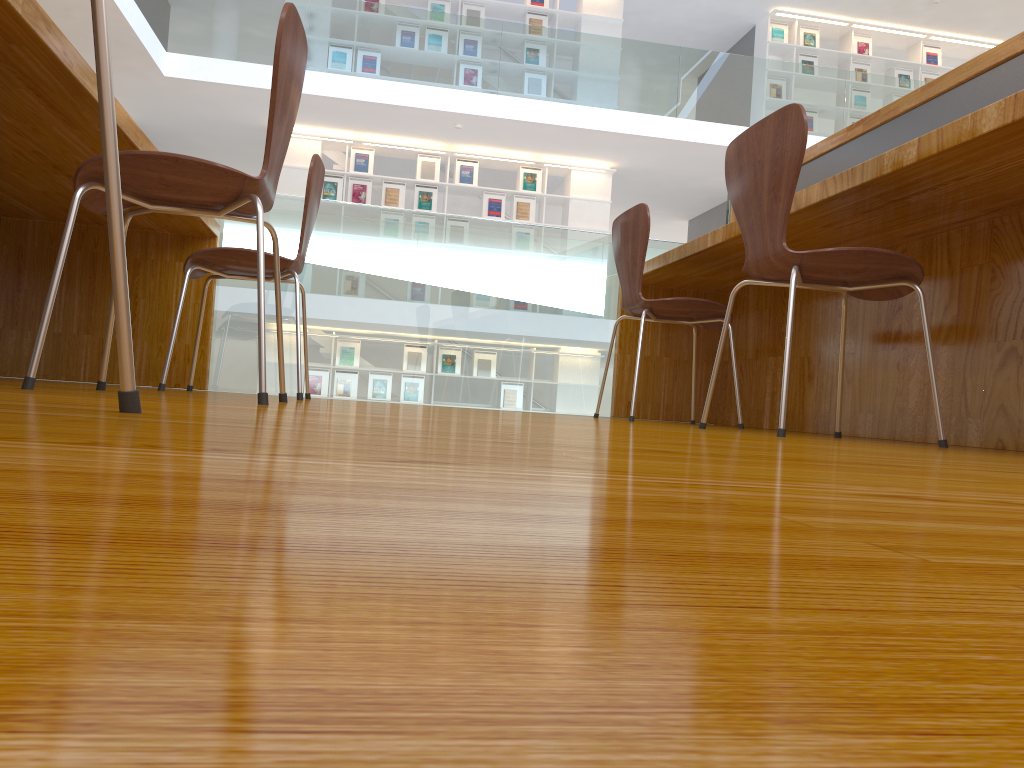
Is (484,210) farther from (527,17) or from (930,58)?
(930,58)

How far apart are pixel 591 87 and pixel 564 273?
5.7 meters

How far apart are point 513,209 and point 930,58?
5.5 meters

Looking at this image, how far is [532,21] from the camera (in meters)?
9.78

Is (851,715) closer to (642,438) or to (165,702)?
(165,702)

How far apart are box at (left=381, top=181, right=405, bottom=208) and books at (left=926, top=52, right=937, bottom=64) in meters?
6.6

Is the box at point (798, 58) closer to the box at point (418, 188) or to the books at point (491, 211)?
the books at point (491, 211)

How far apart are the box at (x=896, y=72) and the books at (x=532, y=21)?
4.4 meters

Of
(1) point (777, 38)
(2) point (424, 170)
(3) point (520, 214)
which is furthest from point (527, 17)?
(1) point (777, 38)

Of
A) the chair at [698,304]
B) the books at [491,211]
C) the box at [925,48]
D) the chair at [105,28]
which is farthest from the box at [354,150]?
the chair at [105,28]
